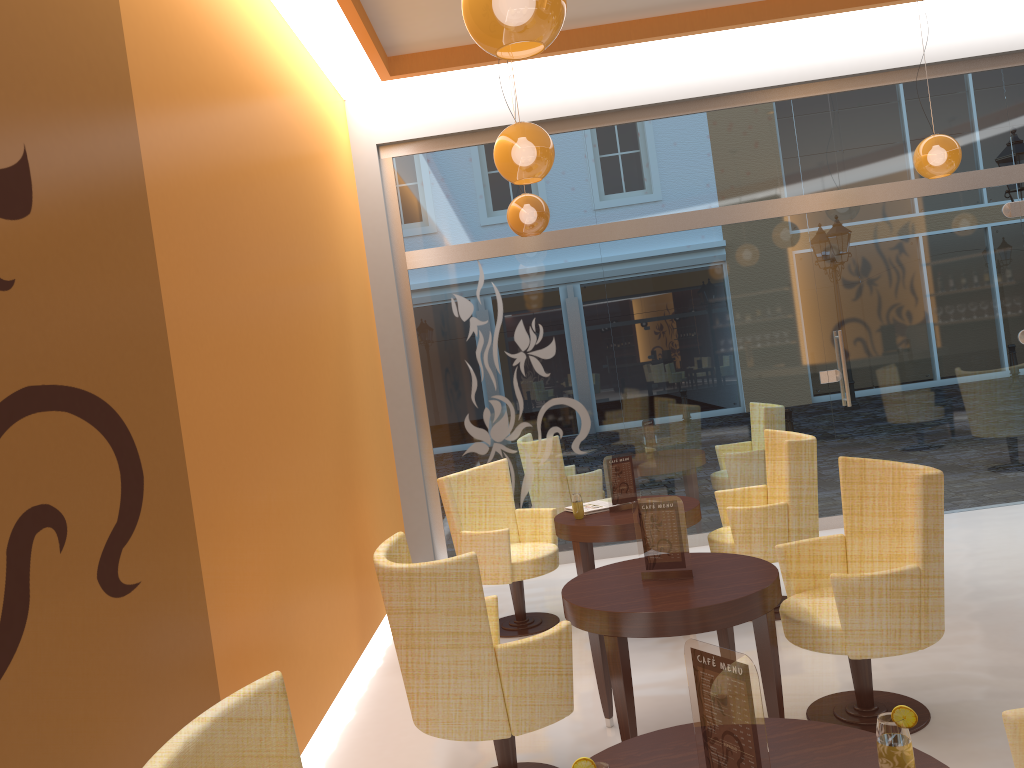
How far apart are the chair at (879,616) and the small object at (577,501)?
1.50m

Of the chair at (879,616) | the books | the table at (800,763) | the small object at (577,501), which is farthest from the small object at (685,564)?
the books

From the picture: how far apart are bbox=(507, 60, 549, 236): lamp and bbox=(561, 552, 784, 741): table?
2.8 meters

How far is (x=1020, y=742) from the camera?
2.0m

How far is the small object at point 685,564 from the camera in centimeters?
358cm

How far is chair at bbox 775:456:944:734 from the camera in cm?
330

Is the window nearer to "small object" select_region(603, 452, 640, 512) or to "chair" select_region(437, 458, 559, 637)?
"chair" select_region(437, 458, 559, 637)

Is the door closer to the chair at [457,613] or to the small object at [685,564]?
the small object at [685,564]

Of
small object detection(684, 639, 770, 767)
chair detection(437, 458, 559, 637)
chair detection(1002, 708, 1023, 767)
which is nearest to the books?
chair detection(437, 458, 559, 637)

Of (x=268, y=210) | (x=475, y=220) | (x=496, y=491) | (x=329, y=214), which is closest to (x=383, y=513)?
(x=496, y=491)
